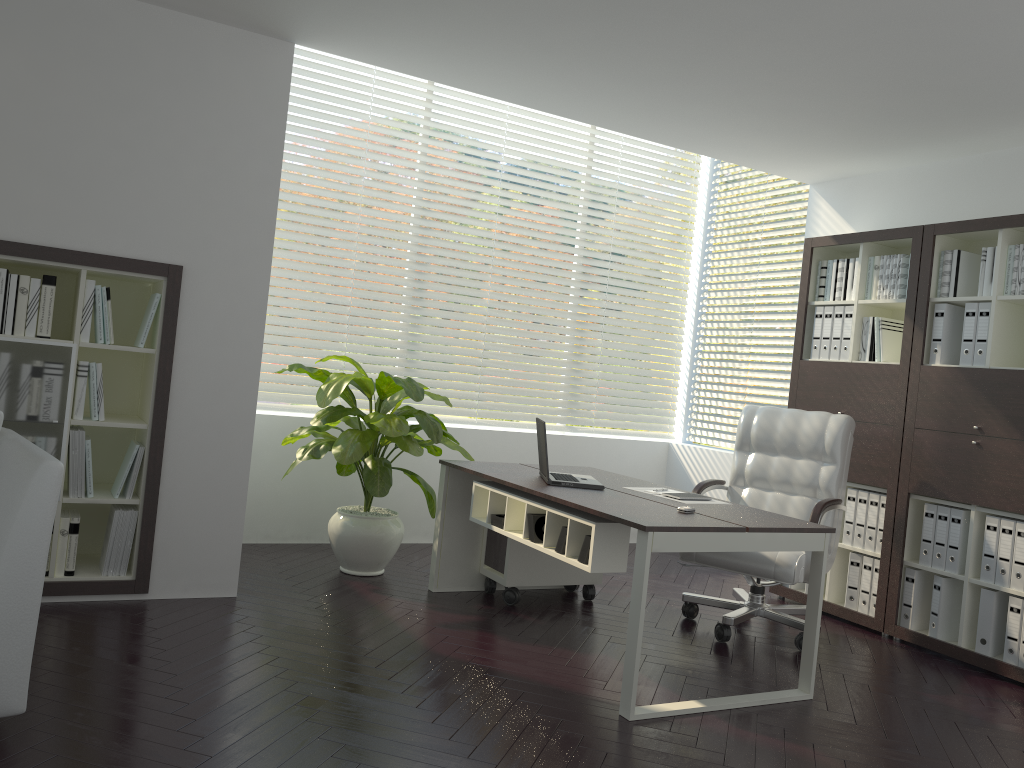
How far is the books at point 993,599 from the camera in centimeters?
428cm

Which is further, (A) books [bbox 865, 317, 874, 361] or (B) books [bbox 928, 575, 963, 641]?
(A) books [bbox 865, 317, 874, 361]

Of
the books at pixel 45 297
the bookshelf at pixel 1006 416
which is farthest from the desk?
the books at pixel 45 297

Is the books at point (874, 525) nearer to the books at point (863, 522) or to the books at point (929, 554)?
the books at point (863, 522)

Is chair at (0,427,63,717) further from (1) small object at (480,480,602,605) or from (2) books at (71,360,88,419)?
(1) small object at (480,480,602,605)

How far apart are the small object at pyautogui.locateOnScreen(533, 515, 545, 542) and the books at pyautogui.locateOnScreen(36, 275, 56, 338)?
2.26m

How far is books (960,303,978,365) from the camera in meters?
4.5

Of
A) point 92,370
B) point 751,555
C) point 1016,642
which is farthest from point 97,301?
point 1016,642

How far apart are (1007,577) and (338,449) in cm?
332

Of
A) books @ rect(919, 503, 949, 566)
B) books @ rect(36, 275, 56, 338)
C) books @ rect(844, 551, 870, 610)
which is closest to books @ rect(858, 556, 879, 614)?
books @ rect(844, 551, 870, 610)
